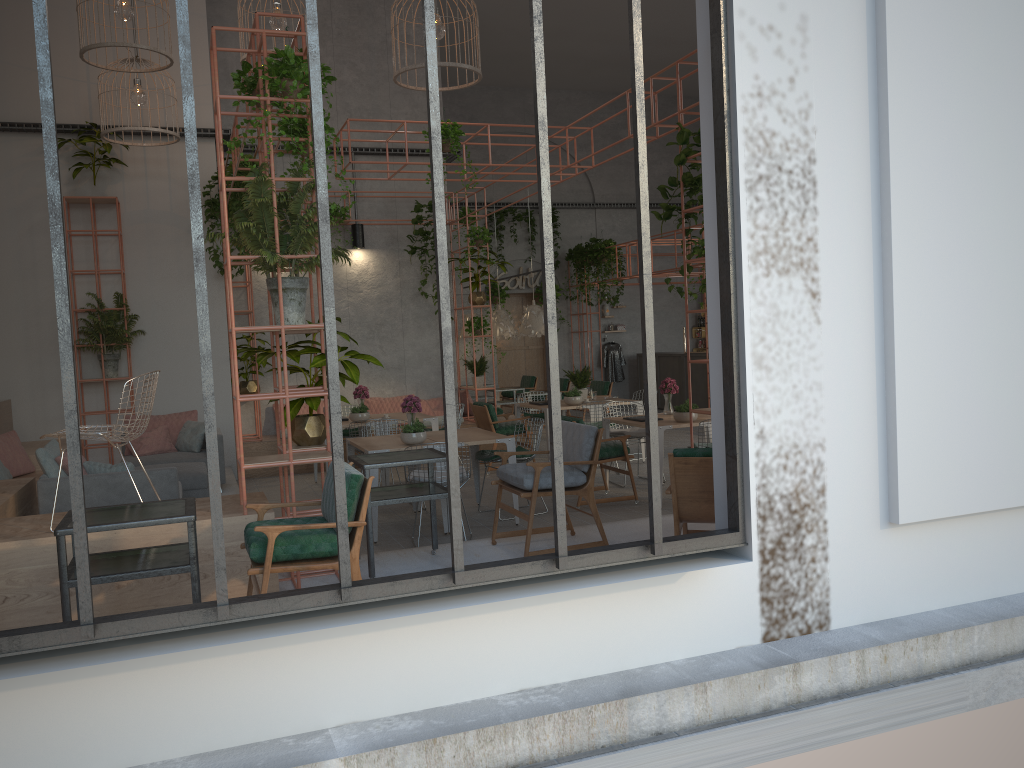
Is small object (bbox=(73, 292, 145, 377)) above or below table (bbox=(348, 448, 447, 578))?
above

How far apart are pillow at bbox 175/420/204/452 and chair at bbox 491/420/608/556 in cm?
483

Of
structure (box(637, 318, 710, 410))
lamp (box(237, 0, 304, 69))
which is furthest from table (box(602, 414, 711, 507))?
structure (box(637, 318, 710, 410))

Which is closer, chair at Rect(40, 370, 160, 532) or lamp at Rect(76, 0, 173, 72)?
chair at Rect(40, 370, 160, 532)

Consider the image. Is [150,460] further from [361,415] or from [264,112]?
[264,112]

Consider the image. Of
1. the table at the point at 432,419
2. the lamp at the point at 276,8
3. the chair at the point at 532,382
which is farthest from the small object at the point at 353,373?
the chair at the point at 532,382

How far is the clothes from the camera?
20.51m

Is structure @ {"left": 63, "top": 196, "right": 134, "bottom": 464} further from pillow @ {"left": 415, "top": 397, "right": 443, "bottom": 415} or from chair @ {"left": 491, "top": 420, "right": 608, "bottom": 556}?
chair @ {"left": 491, "top": 420, "right": 608, "bottom": 556}

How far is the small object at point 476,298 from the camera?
13.5 meters

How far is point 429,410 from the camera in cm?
1381
